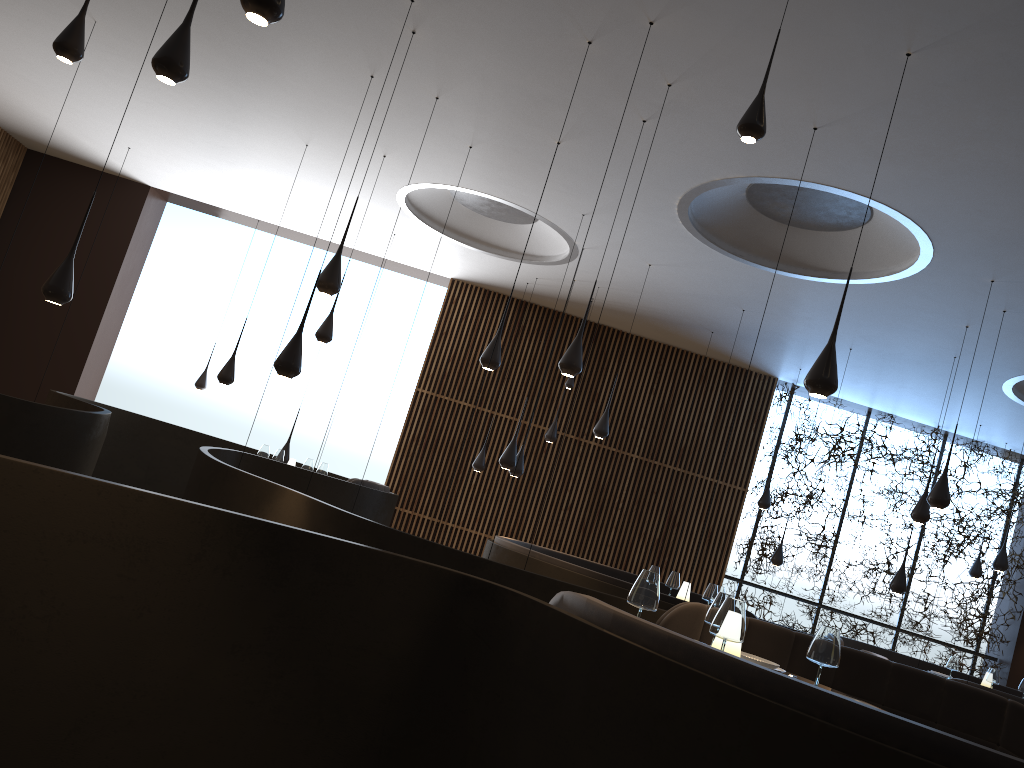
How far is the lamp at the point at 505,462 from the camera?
9.45m

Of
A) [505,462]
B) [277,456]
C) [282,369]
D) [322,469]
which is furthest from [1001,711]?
[277,456]

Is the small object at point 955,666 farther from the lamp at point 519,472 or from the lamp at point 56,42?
the lamp at point 56,42

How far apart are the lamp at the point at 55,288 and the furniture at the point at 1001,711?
4.4 meters

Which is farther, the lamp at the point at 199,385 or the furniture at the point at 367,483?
the lamp at the point at 199,385

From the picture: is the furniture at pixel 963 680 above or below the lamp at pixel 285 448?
below

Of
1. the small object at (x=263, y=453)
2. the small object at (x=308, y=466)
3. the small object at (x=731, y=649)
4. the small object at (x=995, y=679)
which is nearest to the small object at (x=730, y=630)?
the small object at (x=731, y=649)

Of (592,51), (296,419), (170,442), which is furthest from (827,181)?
(170,442)

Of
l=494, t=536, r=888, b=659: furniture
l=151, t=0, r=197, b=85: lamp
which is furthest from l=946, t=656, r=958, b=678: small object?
l=151, t=0, r=197, b=85: lamp

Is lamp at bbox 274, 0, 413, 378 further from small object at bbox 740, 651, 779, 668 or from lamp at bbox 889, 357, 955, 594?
lamp at bbox 889, 357, 955, 594
